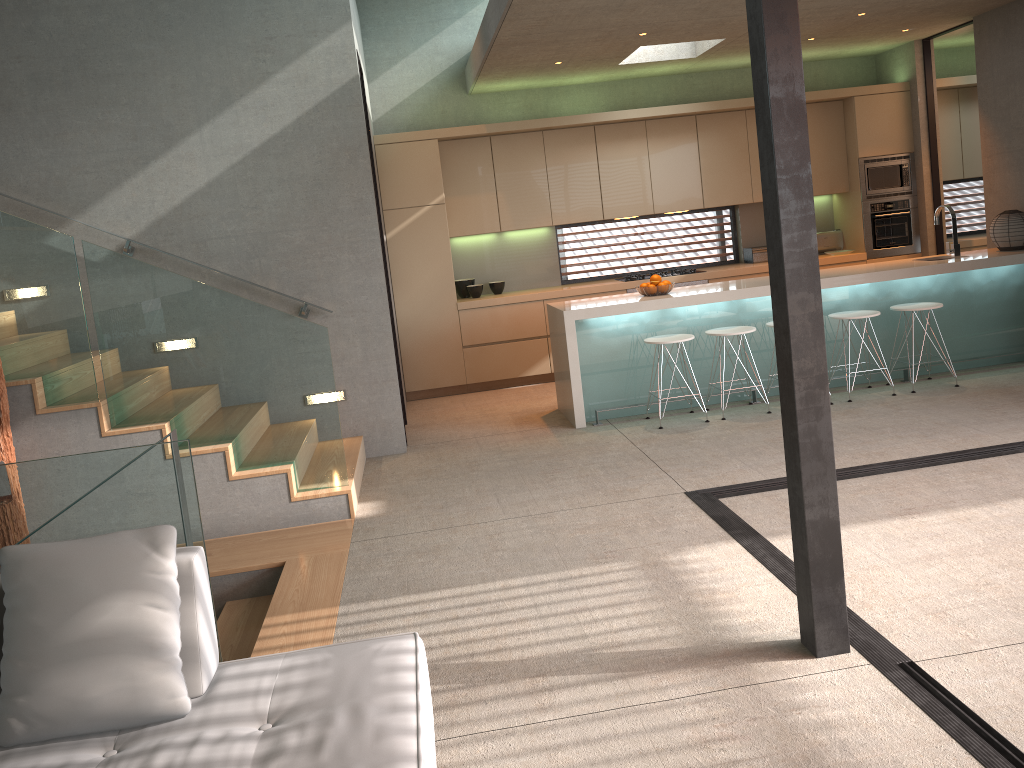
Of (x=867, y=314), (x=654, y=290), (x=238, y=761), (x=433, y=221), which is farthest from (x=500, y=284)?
(x=238, y=761)

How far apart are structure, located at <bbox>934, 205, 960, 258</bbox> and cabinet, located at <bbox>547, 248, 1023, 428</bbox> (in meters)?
0.09

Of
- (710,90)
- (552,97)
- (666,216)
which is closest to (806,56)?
(710,90)

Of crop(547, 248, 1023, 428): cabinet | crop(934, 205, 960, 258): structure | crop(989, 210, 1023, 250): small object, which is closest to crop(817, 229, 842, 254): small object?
crop(547, 248, 1023, 428): cabinet

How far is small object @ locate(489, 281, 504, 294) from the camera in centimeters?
893cm

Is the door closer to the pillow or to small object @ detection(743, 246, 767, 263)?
small object @ detection(743, 246, 767, 263)

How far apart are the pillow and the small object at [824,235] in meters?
8.3

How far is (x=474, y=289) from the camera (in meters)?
8.77

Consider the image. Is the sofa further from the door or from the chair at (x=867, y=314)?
the door

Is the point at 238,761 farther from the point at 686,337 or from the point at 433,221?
the point at 433,221
